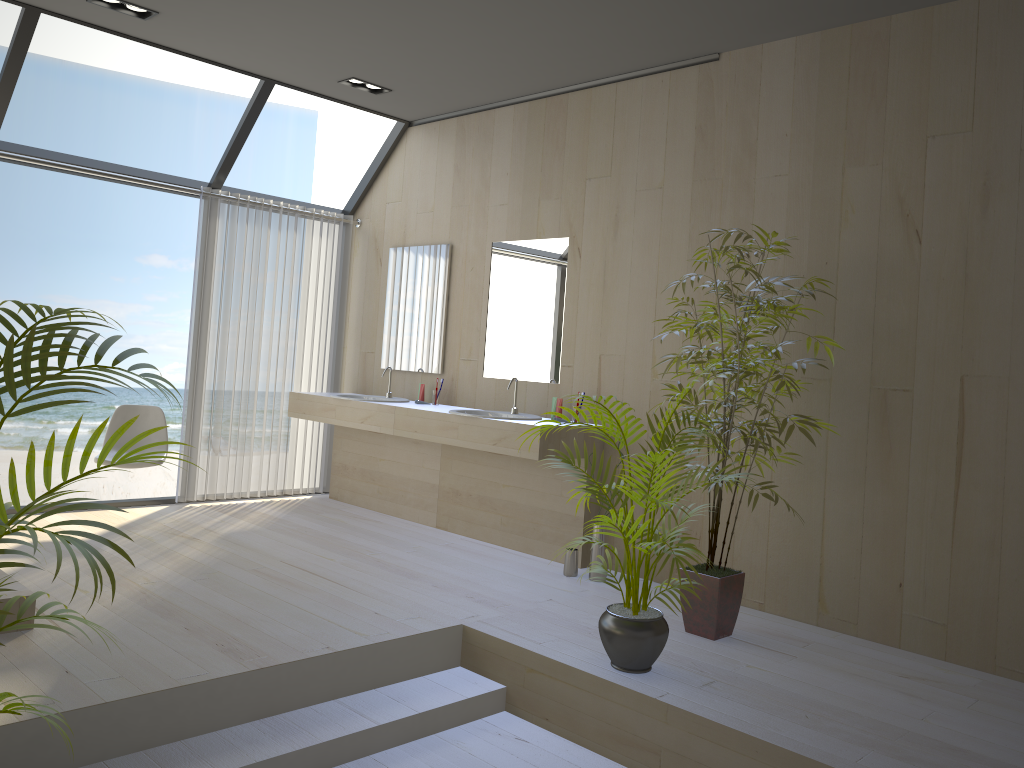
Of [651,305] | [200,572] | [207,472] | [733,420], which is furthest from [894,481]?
[207,472]

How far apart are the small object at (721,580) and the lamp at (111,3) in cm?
308

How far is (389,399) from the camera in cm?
600

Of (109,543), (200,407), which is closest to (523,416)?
(200,407)

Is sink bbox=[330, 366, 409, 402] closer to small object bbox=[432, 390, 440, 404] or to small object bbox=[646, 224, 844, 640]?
small object bbox=[432, 390, 440, 404]

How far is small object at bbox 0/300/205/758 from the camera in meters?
1.7 m

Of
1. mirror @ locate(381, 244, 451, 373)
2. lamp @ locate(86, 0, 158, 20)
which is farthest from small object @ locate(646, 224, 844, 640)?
lamp @ locate(86, 0, 158, 20)

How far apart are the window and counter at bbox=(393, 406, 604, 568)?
1.71m

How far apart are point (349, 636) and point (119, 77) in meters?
14.2

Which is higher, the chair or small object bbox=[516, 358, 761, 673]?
the chair
